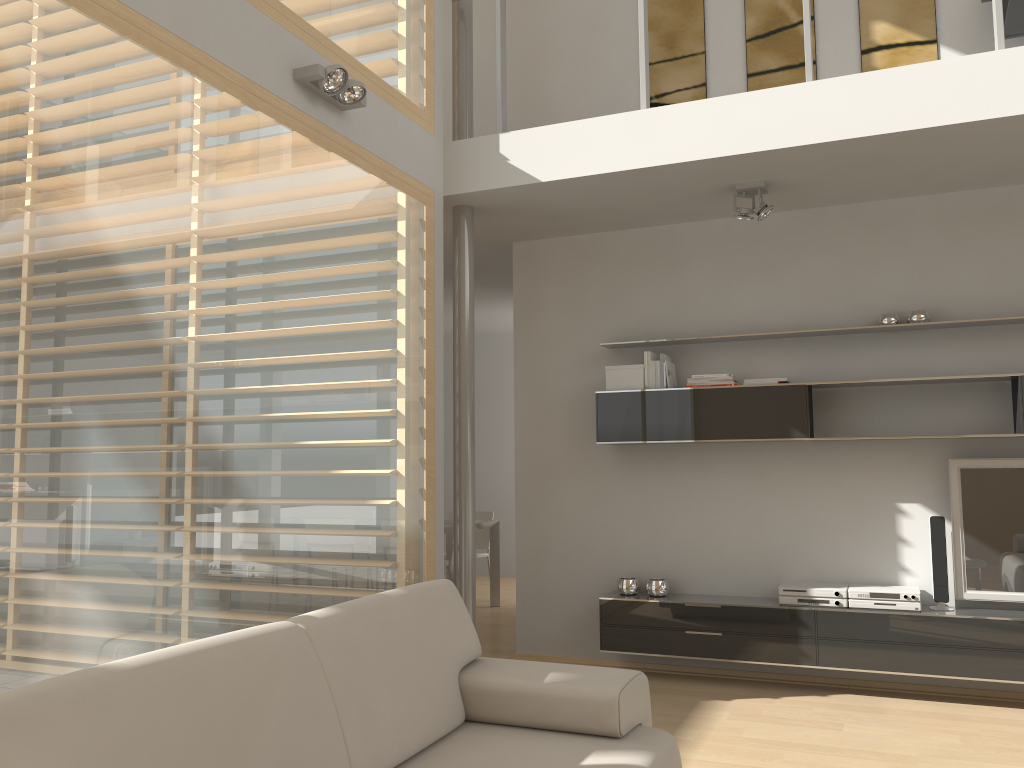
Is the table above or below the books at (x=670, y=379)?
below

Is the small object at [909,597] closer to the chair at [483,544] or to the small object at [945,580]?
the small object at [945,580]

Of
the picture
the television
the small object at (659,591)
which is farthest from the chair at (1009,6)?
the small object at (659,591)

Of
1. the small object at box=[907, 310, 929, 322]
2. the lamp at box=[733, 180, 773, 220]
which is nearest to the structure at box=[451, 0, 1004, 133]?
the lamp at box=[733, 180, 773, 220]

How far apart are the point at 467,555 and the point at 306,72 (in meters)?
2.60

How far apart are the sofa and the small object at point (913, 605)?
2.24m

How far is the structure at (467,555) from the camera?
4.85m

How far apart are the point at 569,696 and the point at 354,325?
2.0m

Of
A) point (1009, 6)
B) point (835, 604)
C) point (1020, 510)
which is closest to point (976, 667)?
point (835, 604)

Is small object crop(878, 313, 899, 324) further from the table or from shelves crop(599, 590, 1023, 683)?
the table
